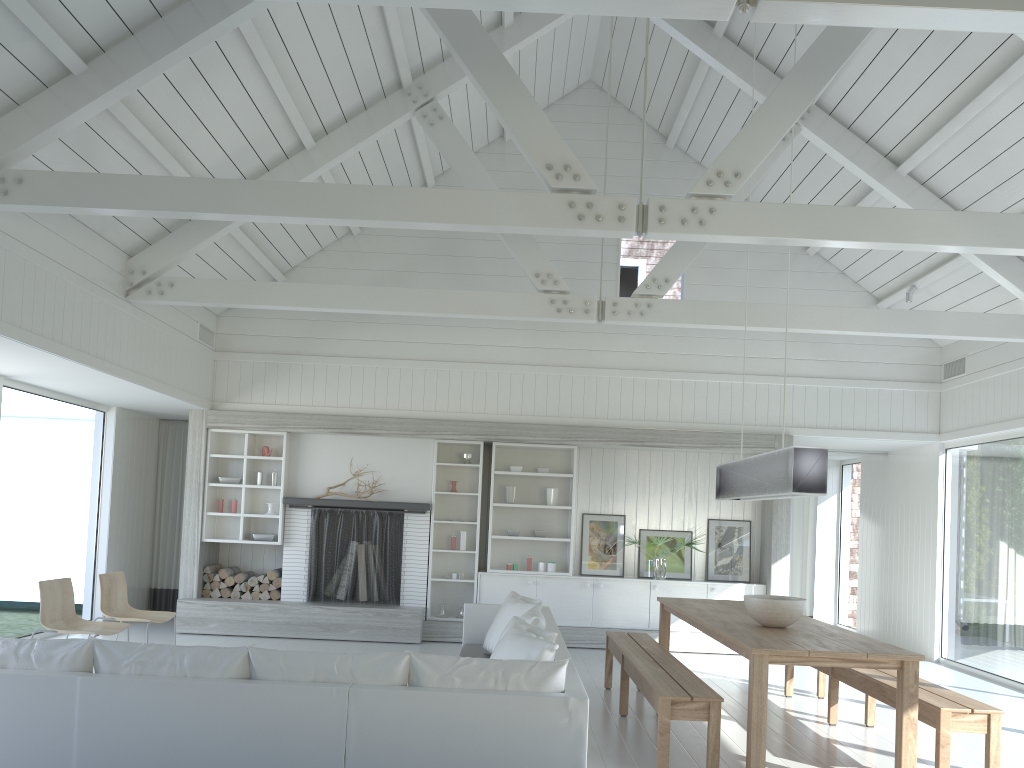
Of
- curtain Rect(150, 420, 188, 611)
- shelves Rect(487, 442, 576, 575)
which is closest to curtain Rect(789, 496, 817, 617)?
shelves Rect(487, 442, 576, 575)

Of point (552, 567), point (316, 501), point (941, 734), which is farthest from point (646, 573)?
point (941, 734)

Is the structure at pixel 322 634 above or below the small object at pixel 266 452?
below

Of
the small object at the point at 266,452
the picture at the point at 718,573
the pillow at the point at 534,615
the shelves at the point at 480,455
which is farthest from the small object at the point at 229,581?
the picture at the point at 718,573

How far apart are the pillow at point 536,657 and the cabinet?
3.8 meters

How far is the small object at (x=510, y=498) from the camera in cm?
979

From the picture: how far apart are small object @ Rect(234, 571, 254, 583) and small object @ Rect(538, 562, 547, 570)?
3.24m

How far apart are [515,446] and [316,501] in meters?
2.3

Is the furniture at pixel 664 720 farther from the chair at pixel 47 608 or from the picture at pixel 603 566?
the chair at pixel 47 608

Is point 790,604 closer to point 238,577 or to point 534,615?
point 534,615
